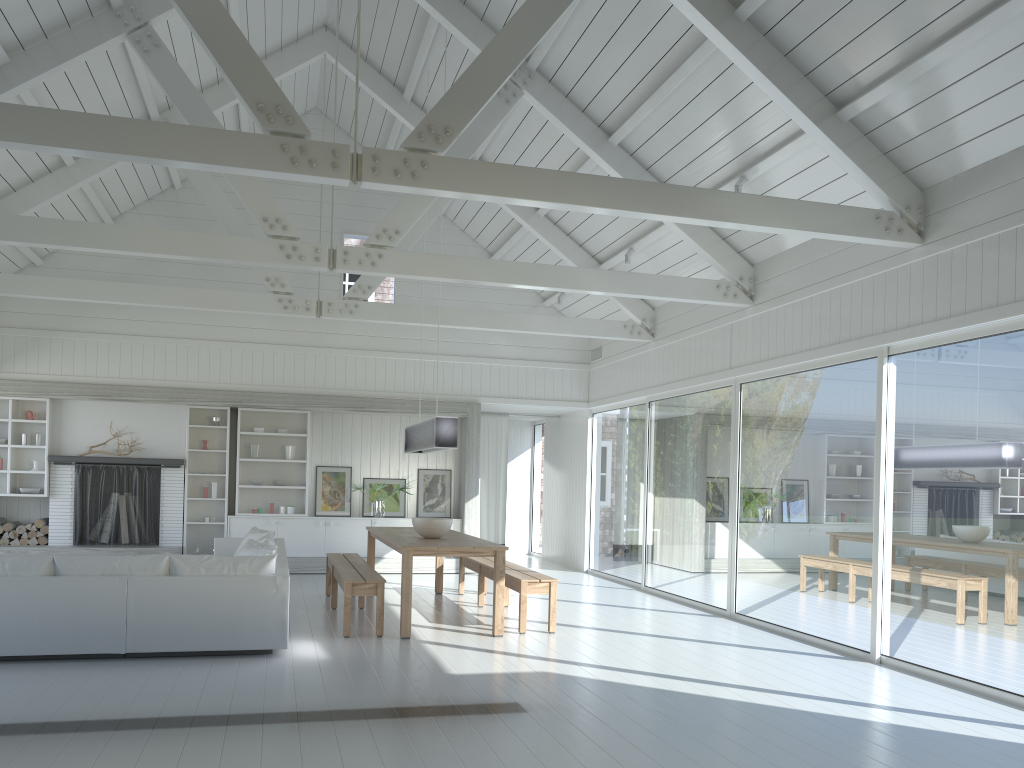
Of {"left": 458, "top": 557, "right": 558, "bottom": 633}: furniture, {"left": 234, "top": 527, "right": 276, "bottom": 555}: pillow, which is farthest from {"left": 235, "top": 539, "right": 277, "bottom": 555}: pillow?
{"left": 458, "top": 557, "right": 558, "bottom": 633}: furniture

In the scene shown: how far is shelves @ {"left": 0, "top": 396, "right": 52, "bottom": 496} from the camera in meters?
11.0

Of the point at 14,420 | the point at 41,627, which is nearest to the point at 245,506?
the point at 14,420

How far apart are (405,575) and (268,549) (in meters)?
1.10

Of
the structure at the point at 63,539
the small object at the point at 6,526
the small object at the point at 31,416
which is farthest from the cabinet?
the small object at the point at 31,416

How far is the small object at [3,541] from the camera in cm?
1094

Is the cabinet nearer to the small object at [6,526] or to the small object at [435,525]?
the small object at [6,526]

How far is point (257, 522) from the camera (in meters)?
11.73

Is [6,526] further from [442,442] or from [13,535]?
[442,442]

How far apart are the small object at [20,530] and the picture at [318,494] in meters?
3.6 m
